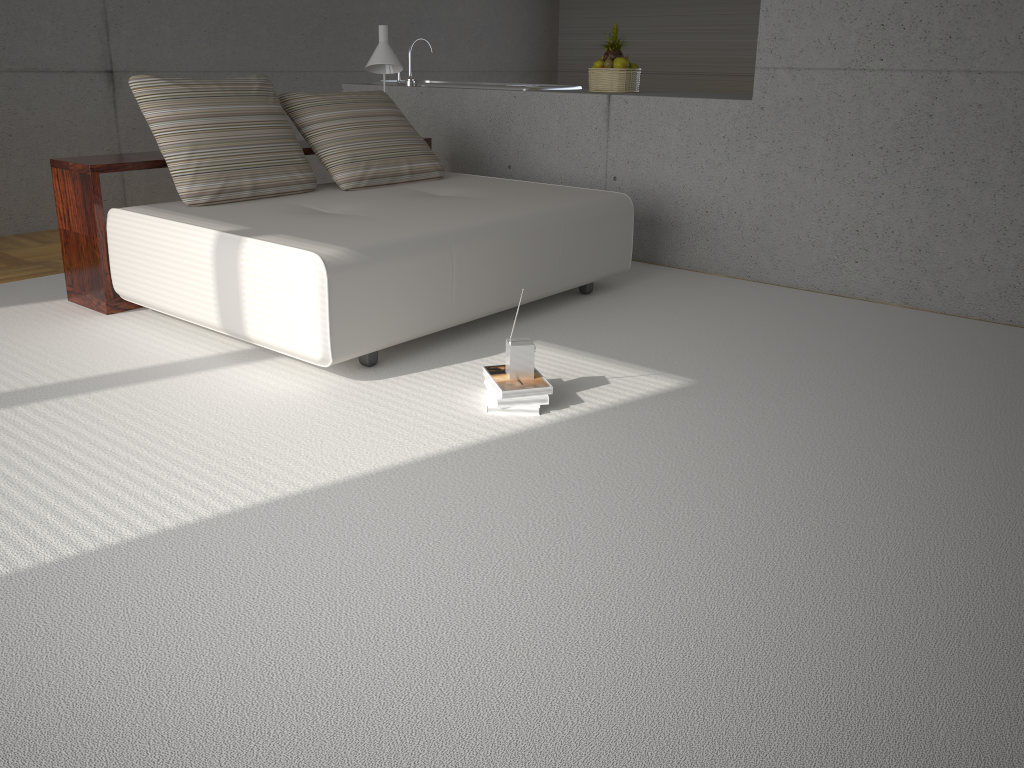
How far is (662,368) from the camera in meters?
3.6

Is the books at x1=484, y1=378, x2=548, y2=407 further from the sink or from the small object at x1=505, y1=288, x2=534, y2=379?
the sink

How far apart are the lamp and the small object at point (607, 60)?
1.2 meters

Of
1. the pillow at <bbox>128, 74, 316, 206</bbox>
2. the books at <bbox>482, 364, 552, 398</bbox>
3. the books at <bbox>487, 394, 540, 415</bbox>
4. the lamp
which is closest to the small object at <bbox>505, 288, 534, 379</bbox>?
the books at <bbox>482, 364, 552, 398</bbox>

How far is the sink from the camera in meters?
5.9

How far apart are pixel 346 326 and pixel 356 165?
1.7m

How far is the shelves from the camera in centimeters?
408cm

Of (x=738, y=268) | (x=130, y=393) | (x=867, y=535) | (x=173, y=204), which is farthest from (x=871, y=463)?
(x=173, y=204)

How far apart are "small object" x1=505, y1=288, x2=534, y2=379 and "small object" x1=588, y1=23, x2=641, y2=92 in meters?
3.0 m

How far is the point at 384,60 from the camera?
5.38m
